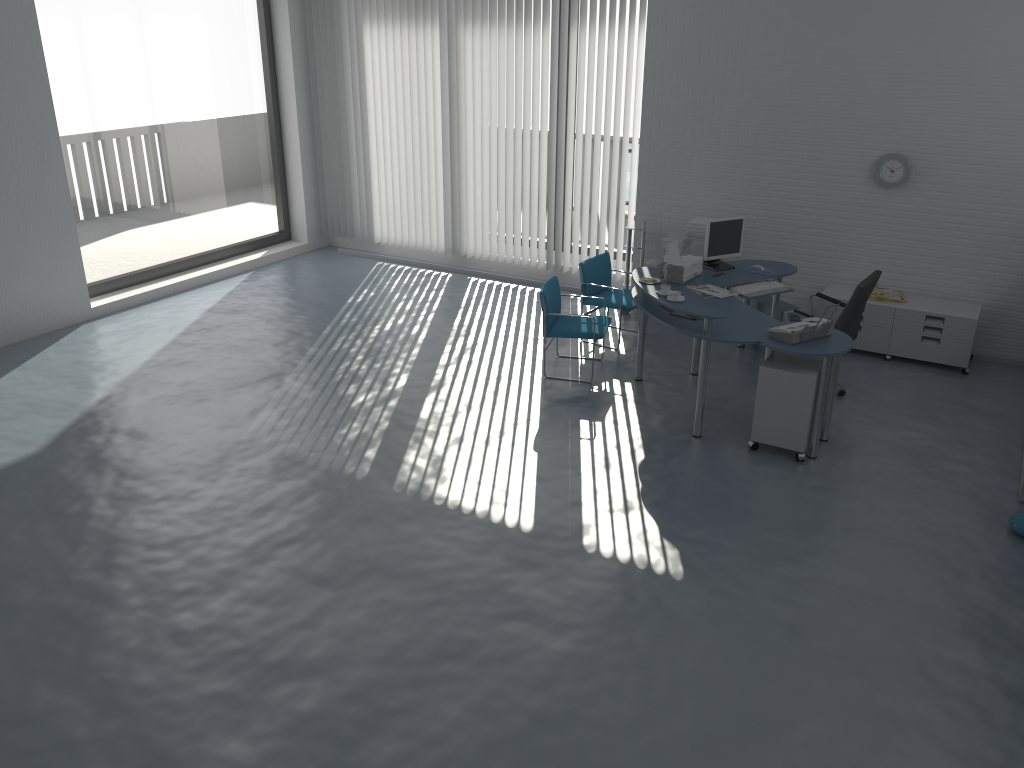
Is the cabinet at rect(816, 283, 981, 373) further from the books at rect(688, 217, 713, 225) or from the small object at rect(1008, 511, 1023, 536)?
the small object at rect(1008, 511, 1023, 536)

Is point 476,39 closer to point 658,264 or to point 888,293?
point 658,264

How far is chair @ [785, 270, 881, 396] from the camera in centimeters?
628cm

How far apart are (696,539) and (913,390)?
3.0m

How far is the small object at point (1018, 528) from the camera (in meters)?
4.96

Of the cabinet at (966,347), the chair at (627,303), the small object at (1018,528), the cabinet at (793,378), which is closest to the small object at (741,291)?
the cabinet at (966,347)

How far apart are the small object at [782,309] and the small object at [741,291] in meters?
0.4 m

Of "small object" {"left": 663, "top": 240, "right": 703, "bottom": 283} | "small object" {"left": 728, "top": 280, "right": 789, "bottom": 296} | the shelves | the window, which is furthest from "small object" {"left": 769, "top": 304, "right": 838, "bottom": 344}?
the window

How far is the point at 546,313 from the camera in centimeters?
691cm

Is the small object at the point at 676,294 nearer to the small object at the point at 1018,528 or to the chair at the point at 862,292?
the chair at the point at 862,292
